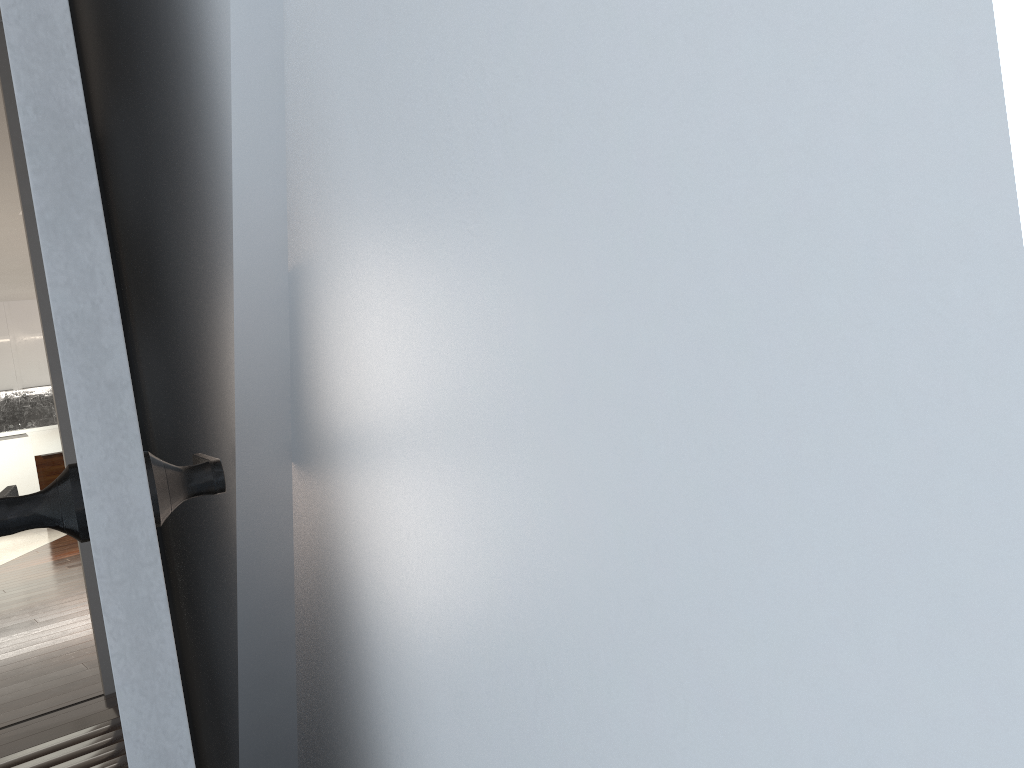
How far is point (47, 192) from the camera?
0.6m

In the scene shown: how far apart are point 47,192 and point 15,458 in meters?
11.2 m

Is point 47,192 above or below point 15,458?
above

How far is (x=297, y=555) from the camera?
0.97m

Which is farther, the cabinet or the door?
the cabinet

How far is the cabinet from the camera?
10.4 meters

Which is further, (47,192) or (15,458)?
(15,458)

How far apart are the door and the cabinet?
11.03m

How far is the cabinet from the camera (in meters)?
10.38
